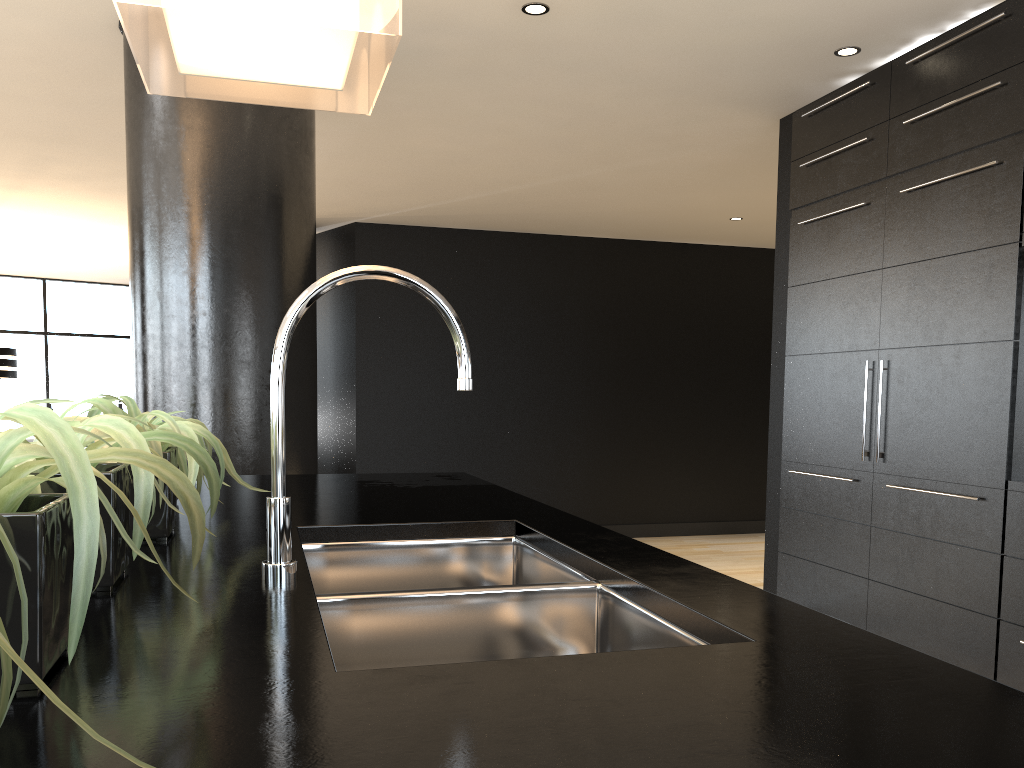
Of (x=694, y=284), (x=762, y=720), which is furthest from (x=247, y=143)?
(x=694, y=284)

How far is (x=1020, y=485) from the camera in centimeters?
307cm

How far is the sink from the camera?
1.2 meters

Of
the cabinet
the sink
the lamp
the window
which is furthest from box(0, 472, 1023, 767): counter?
the window

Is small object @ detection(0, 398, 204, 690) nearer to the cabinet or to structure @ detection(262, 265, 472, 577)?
structure @ detection(262, 265, 472, 577)

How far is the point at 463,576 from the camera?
1.70m

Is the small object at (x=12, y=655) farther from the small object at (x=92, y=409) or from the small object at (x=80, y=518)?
the small object at (x=92, y=409)

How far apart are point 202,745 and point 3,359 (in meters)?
8.31

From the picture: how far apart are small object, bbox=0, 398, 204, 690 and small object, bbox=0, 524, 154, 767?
0.2 meters

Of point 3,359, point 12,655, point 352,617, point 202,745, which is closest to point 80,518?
point 202,745
